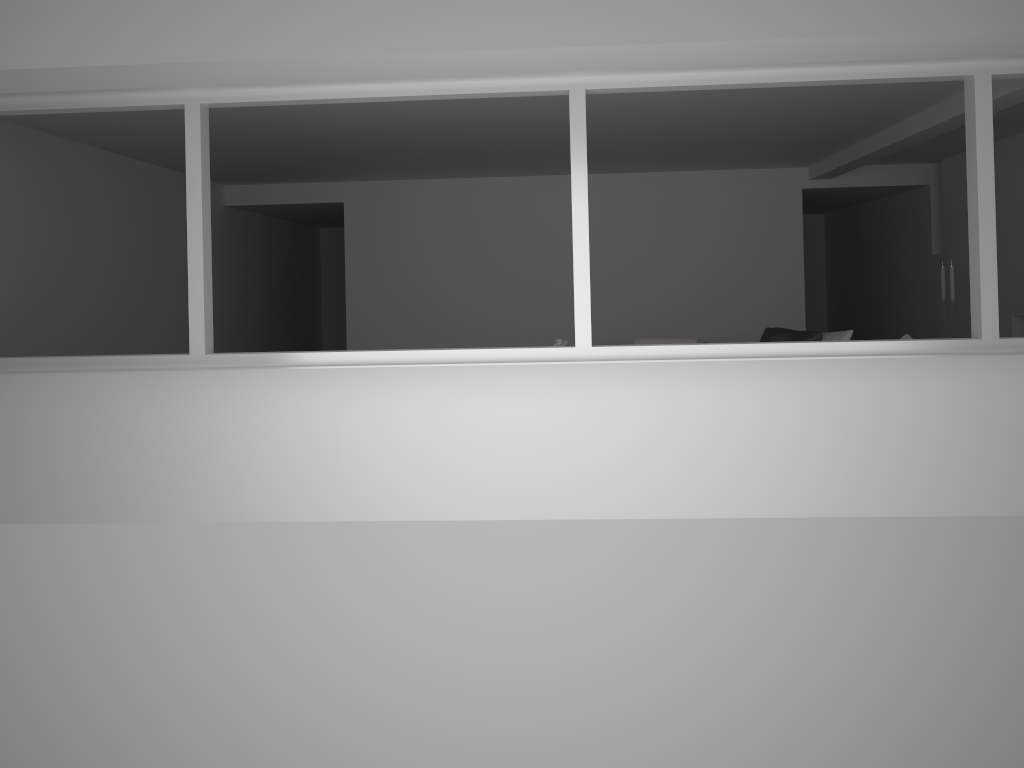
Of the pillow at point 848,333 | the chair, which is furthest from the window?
the chair

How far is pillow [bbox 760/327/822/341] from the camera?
7.58m

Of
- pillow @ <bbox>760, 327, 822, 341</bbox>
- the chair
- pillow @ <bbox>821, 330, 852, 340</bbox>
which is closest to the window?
pillow @ <bbox>821, 330, 852, 340</bbox>

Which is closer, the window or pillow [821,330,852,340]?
the window

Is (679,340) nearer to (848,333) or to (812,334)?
(812,334)

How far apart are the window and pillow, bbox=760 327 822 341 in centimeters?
327cm

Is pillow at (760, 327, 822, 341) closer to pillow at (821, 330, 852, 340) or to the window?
pillow at (821, 330, 852, 340)

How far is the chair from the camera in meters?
8.5

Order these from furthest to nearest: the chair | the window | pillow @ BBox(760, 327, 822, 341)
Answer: the chair
pillow @ BBox(760, 327, 822, 341)
the window

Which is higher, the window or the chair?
the window
